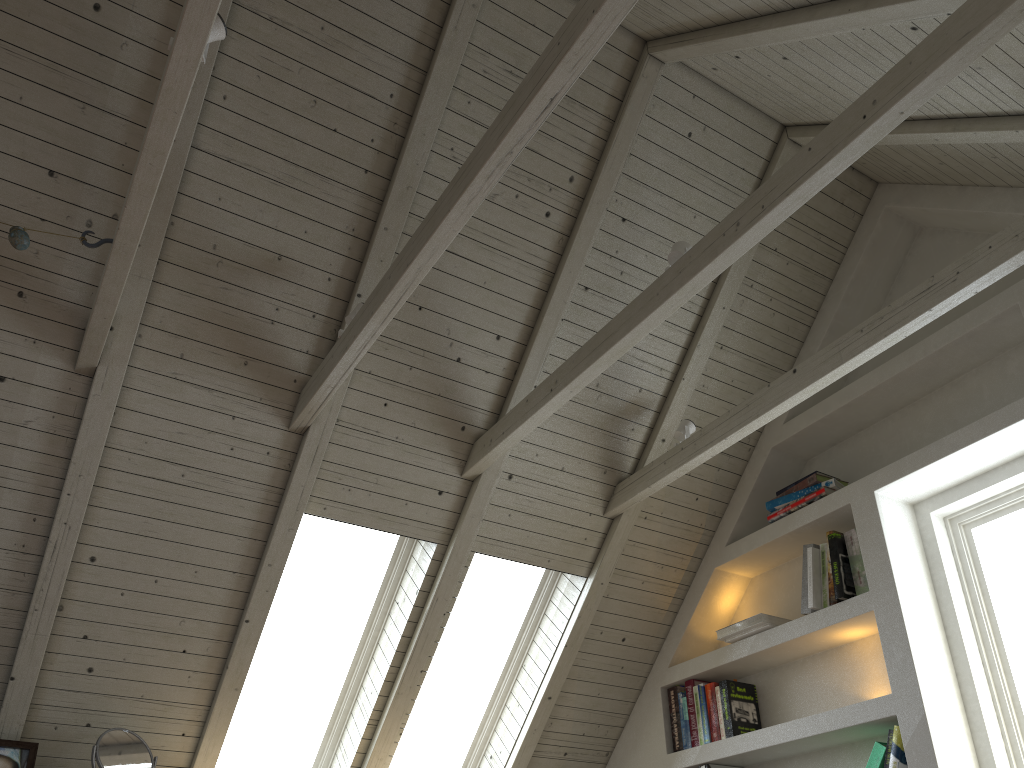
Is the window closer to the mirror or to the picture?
the mirror

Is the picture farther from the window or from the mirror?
the window

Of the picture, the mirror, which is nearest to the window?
the mirror

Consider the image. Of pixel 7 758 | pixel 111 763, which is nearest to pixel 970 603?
pixel 111 763

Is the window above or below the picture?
above

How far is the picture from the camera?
2.5 meters

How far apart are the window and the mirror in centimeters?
51cm

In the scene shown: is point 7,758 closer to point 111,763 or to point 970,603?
point 111,763

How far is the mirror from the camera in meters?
2.5 m

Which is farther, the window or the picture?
A: the window
